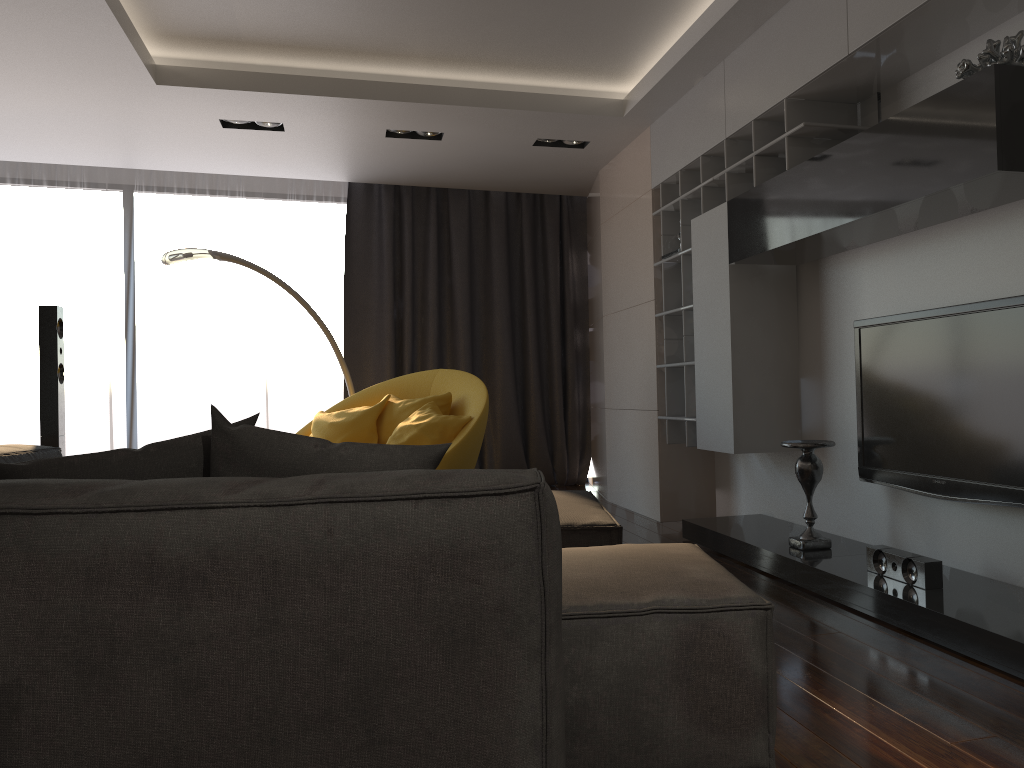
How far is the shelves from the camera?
3.76m

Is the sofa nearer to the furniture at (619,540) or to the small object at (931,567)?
the furniture at (619,540)

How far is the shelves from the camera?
3.8m

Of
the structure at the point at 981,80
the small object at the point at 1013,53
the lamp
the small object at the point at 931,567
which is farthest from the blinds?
the small object at the point at 1013,53

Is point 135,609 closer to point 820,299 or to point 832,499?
point 832,499

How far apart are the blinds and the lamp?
0.63m

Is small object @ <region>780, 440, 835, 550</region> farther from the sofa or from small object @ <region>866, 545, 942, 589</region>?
the sofa

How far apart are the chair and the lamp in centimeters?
34cm

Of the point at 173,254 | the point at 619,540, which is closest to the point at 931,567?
the point at 619,540

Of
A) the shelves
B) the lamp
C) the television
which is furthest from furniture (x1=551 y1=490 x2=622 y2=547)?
the lamp
